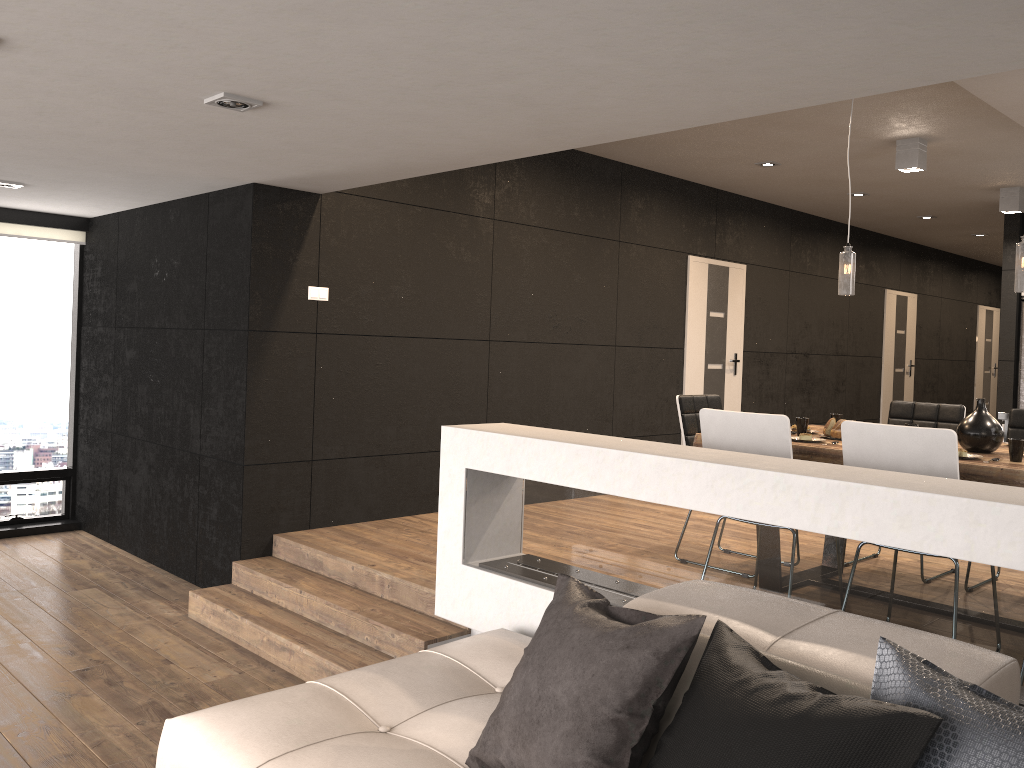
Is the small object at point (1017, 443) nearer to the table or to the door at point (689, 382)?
the table

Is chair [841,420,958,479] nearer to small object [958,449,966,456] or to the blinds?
small object [958,449,966,456]

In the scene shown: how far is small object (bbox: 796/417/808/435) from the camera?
4.5m

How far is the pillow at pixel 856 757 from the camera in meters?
1.6 m

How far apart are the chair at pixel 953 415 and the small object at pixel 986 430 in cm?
119

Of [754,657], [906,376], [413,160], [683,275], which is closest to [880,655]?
[754,657]

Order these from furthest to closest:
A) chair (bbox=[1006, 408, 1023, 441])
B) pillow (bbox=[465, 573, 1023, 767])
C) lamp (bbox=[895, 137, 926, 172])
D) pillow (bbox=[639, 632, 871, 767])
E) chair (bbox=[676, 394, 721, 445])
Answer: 1. lamp (bbox=[895, 137, 926, 172])
2. chair (bbox=[676, 394, 721, 445])
3. chair (bbox=[1006, 408, 1023, 441])
4. pillow (bbox=[639, 632, 871, 767])
5. pillow (bbox=[465, 573, 1023, 767])

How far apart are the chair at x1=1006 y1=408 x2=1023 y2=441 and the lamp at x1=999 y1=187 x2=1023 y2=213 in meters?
3.7 m

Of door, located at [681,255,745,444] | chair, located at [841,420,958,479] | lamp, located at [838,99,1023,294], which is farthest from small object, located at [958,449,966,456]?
door, located at [681,255,745,444]

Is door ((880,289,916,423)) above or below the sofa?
above
